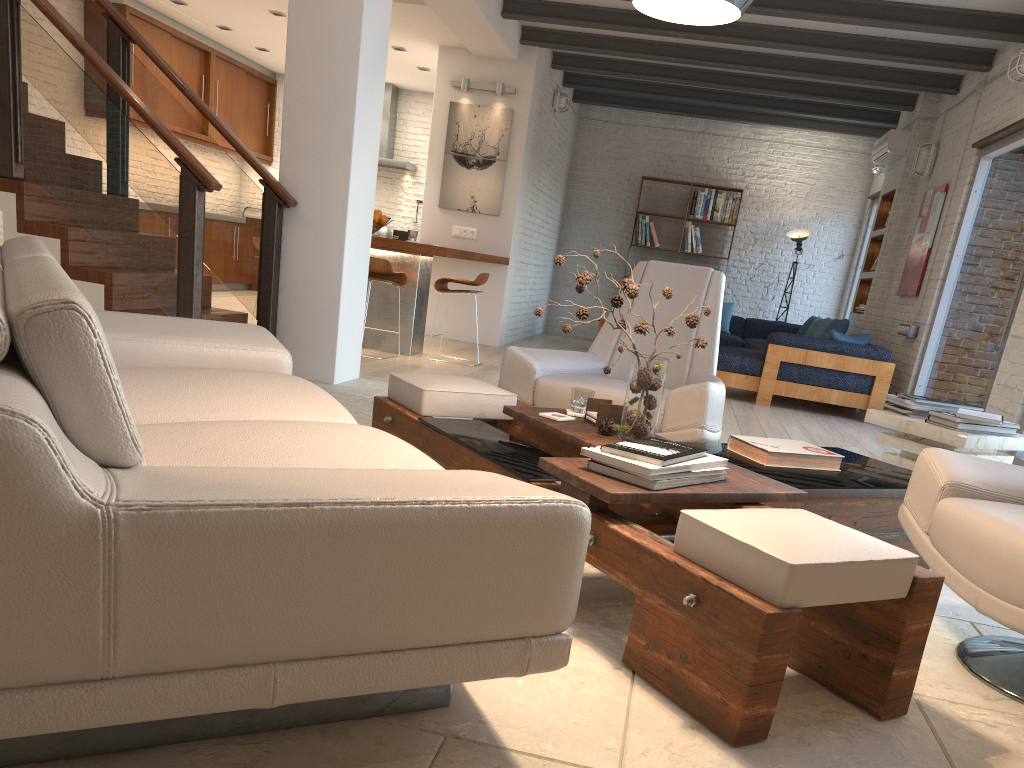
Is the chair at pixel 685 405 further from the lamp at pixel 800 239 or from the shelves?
the lamp at pixel 800 239

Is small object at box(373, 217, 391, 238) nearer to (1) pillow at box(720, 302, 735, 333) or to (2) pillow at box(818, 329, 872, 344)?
(1) pillow at box(720, 302, 735, 333)

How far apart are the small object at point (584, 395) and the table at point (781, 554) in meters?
0.1 m

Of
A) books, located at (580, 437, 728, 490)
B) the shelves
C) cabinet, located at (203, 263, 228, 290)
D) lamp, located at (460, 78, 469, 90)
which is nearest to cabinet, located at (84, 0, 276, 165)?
cabinet, located at (203, 263, 228, 290)

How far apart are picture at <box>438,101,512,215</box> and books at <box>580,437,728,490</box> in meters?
7.2 m

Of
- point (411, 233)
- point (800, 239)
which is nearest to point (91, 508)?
point (411, 233)

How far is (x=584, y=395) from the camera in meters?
3.2 m

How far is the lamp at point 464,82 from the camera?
9.2 meters

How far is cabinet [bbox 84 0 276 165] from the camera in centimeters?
969cm

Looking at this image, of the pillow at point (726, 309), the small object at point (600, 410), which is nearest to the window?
the small object at point (600, 410)
